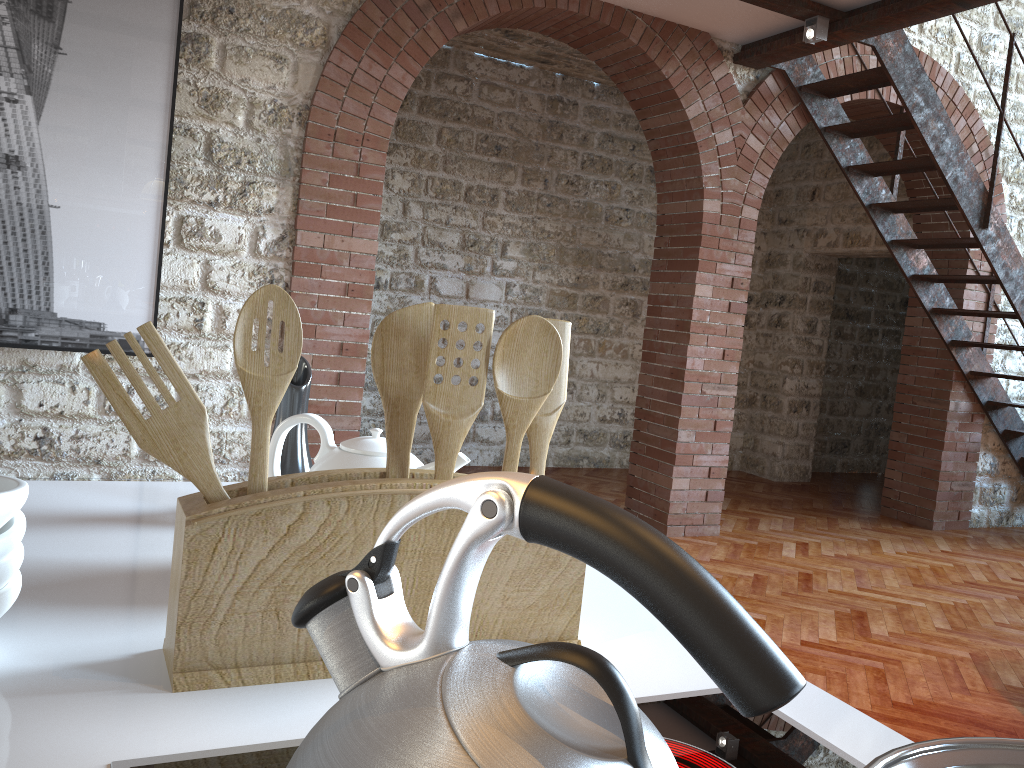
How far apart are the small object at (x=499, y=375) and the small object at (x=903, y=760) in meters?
0.4

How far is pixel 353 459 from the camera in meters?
0.9

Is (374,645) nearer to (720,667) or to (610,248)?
(720,667)

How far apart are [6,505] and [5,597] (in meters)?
0.07

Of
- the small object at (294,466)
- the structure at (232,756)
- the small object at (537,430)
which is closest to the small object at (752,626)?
the structure at (232,756)

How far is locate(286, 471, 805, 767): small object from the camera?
0.36m

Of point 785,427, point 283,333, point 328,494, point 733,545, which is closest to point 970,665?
point 733,545

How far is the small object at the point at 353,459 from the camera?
0.92m

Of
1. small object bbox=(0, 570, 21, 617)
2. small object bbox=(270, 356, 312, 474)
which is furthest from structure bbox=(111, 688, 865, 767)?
small object bbox=(270, 356, 312, 474)

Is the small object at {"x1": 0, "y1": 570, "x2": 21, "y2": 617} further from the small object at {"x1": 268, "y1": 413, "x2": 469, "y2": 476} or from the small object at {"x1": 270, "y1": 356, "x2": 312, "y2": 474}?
the small object at {"x1": 270, "y1": 356, "x2": 312, "y2": 474}
